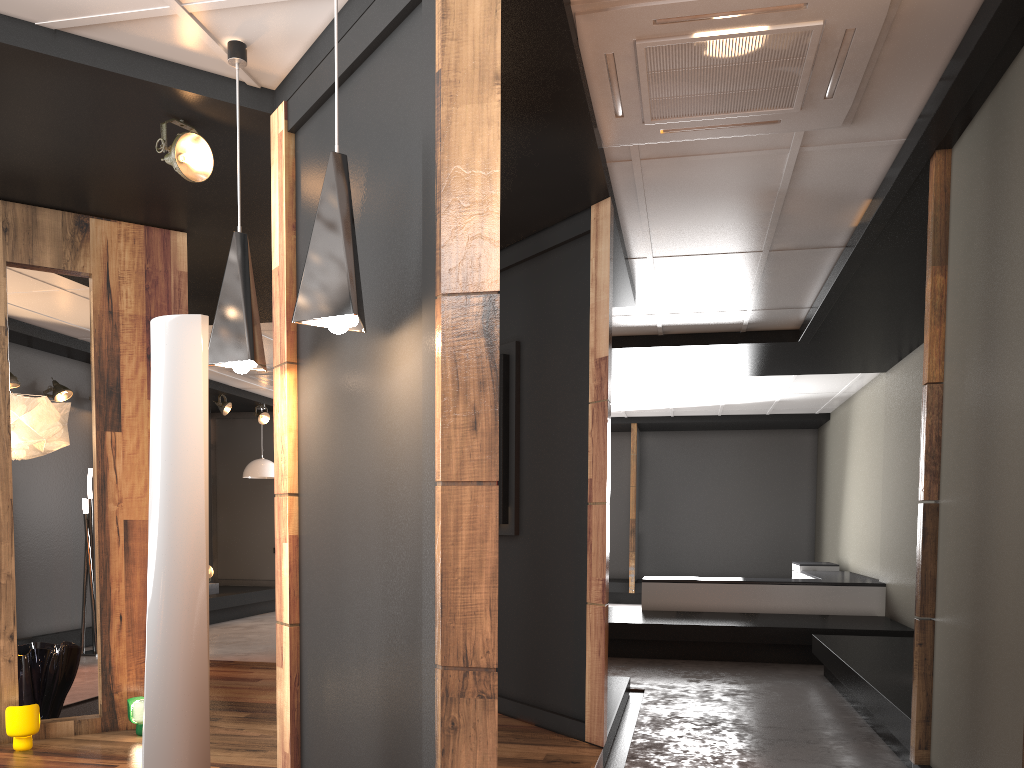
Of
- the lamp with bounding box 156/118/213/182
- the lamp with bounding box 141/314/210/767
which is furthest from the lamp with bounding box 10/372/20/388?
the lamp with bounding box 141/314/210/767

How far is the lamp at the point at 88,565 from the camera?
8.1m

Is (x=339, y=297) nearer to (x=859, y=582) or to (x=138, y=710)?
(x=138, y=710)

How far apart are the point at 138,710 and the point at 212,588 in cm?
689

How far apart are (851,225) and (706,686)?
3.48m

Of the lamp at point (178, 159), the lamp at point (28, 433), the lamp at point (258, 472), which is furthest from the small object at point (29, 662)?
the lamp at point (258, 472)

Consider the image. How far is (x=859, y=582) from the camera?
8.9 meters

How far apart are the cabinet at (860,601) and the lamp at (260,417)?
5.9 meters

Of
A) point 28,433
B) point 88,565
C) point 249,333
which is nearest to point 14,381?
point 88,565

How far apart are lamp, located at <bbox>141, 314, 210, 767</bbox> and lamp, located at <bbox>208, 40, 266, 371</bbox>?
0.4m
